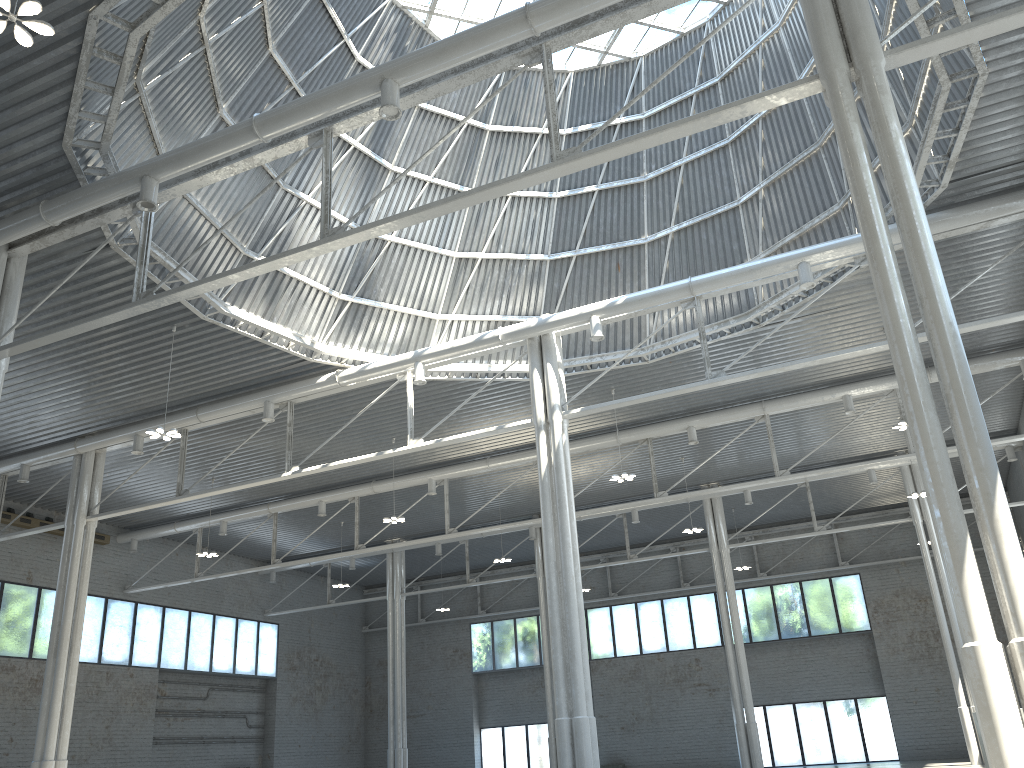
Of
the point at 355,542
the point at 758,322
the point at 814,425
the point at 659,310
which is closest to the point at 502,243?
the point at 659,310

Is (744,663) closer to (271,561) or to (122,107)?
(271,561)

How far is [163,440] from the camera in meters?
40.9 m
